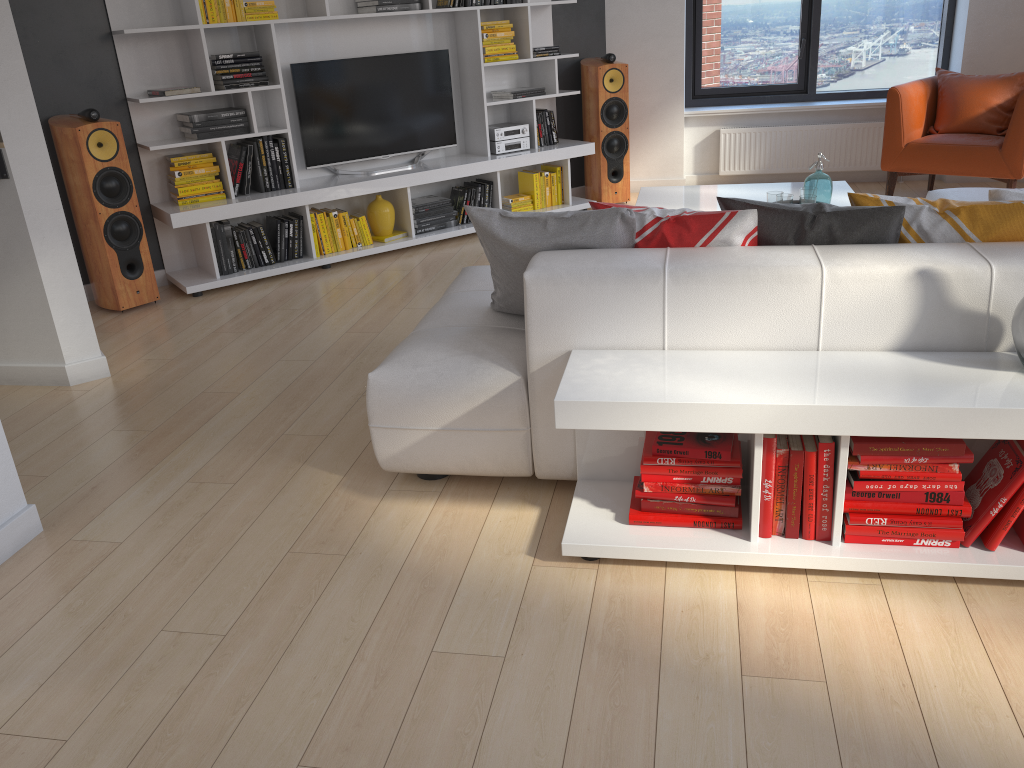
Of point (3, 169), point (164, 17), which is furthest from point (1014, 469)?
point (164, 17)

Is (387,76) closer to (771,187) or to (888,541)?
(771,187)

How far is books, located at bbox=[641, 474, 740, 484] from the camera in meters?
2.4 m

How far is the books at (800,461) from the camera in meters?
2.2

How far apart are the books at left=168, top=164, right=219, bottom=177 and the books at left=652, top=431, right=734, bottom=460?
3.75m

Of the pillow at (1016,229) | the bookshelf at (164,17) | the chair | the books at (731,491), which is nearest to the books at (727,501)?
the books at (731,491)

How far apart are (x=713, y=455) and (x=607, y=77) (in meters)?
4.66

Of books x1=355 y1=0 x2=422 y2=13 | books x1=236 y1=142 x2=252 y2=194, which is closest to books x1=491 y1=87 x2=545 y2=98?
books x1=355 y1=0 x2=422 y2=13

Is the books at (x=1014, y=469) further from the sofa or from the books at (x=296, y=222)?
the books at (x=296, y=222)

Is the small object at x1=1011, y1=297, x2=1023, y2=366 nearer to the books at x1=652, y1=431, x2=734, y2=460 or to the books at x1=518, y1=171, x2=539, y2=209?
the books at x1=652, y1=431, x2=734, y2=460
